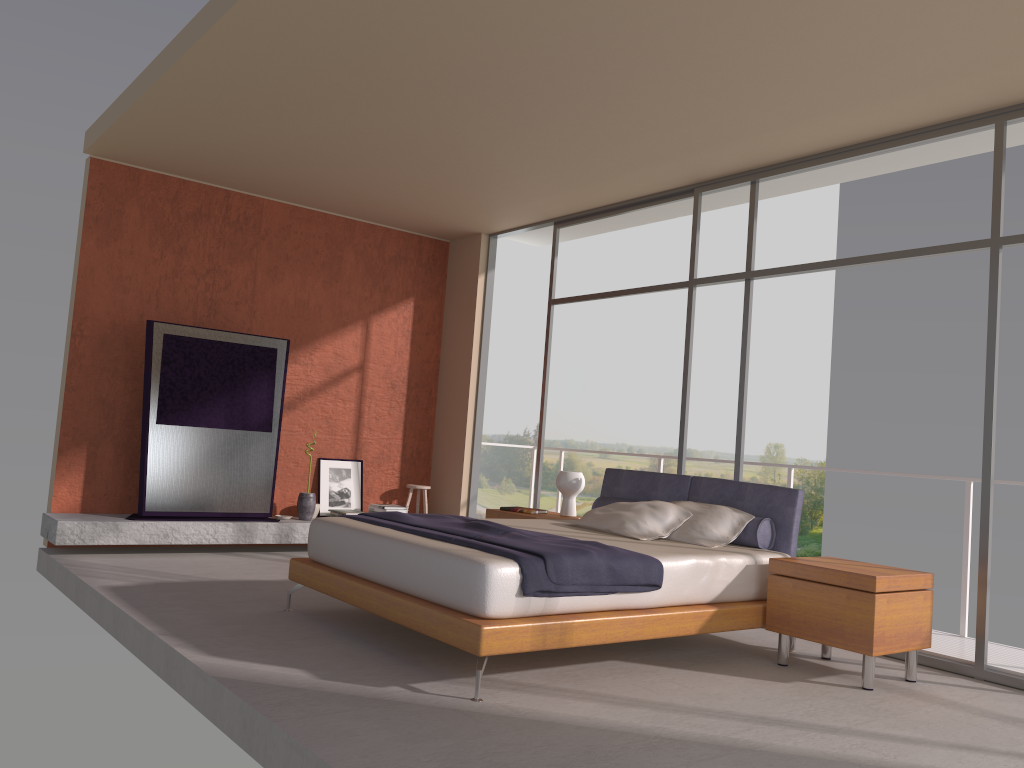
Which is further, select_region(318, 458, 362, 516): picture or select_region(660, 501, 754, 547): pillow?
select_region(318, 458, 362, 516): picture

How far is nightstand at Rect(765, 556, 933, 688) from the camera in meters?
4.4

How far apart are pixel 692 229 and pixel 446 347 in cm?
325

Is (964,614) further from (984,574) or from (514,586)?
(514,586)

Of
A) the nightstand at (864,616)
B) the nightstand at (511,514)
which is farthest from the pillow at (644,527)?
the nightstand at (511,514)

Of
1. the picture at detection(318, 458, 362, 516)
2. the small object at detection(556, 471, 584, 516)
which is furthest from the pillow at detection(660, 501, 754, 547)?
the picture at detection(318, 458, 362, 516)

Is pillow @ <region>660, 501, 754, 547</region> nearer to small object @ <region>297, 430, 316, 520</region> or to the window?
the window

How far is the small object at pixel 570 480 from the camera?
6.70m

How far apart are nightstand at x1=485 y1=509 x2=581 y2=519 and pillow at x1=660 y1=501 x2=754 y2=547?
1.4m

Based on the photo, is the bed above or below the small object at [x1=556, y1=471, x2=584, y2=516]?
below
